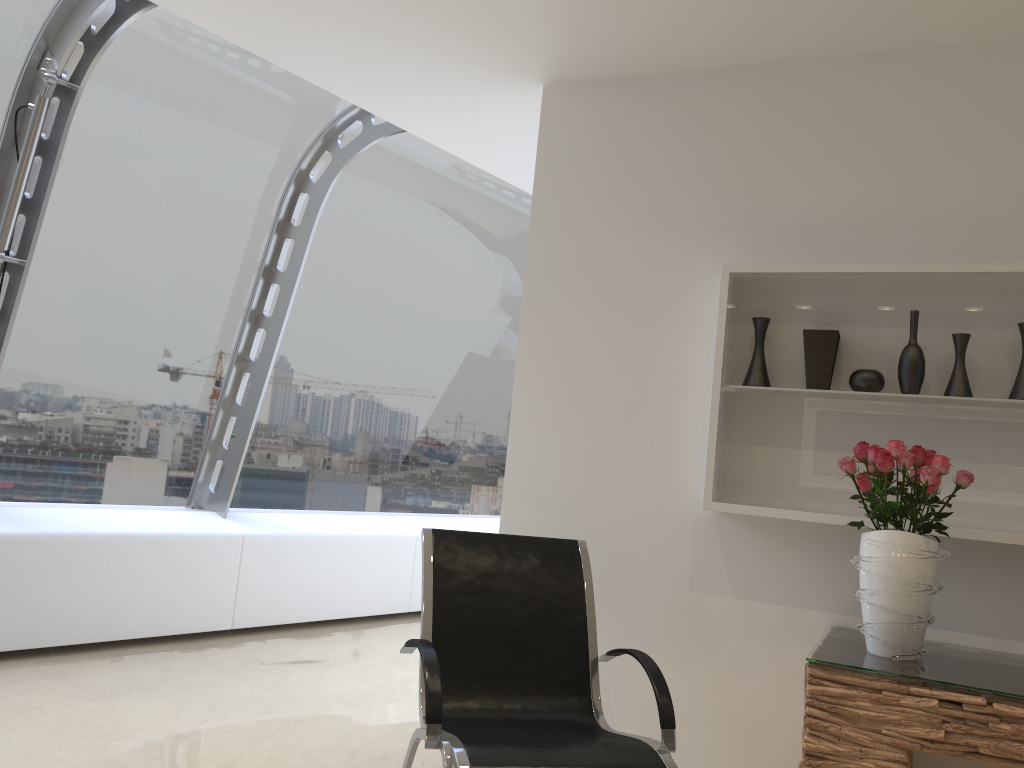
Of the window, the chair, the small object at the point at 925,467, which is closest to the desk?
the small object at the point at 925,467

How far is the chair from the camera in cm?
Answer: 245

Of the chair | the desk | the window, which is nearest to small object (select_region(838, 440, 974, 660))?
the desk

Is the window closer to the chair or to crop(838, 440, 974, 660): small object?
the chair

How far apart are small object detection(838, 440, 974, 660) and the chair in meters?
0.6 m

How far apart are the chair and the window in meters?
2.5 m

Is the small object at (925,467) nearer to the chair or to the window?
the chair

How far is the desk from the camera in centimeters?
229cm

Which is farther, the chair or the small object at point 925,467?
A: the small object at point 925,467

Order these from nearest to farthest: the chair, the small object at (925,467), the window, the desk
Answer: the desk, the chair, the small object at (925,467), the window
